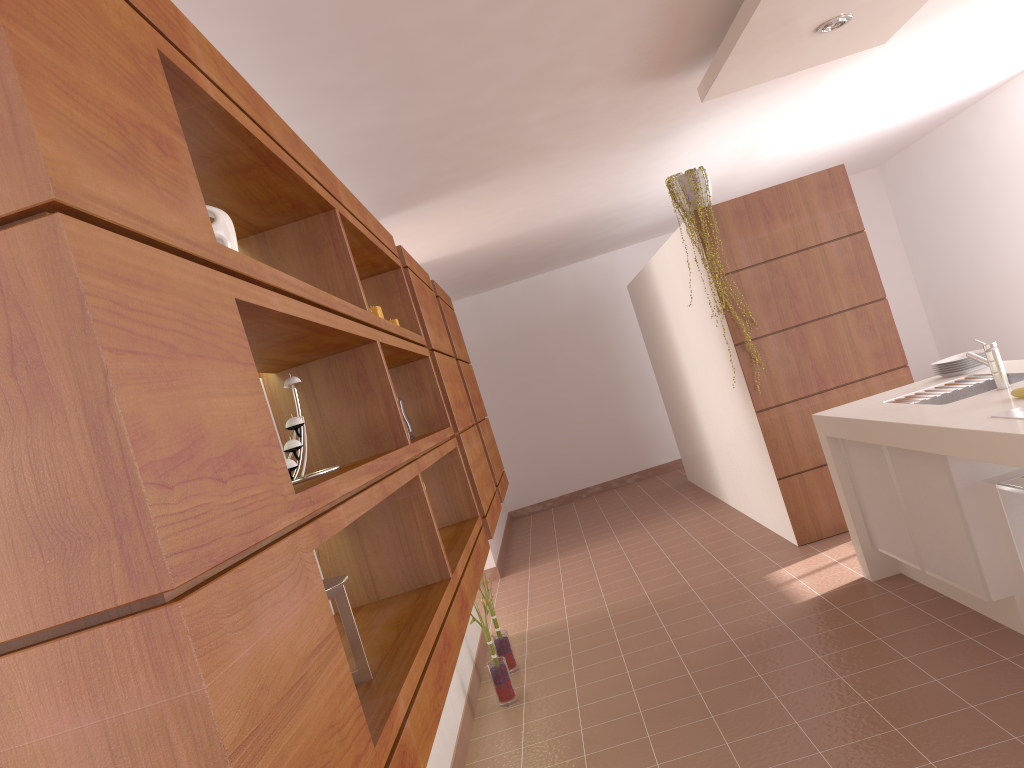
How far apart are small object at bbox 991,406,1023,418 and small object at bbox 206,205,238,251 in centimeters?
225cm

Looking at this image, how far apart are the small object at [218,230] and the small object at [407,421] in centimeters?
143cm

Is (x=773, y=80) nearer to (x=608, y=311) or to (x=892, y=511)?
(x=892, y=511)

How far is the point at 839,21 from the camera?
3.6 meters

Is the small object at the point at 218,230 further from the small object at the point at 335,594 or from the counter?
the counter

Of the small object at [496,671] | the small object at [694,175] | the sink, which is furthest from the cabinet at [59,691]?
the sink

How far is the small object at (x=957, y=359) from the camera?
4.0 meters

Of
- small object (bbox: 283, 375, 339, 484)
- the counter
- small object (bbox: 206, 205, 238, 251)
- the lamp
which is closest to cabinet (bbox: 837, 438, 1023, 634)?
the counter

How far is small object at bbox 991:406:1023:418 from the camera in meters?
2.6 m

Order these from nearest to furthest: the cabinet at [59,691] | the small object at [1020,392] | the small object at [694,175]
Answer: the cabinet at [59,691], the small object at [1020,392], the small object at [694,175]
